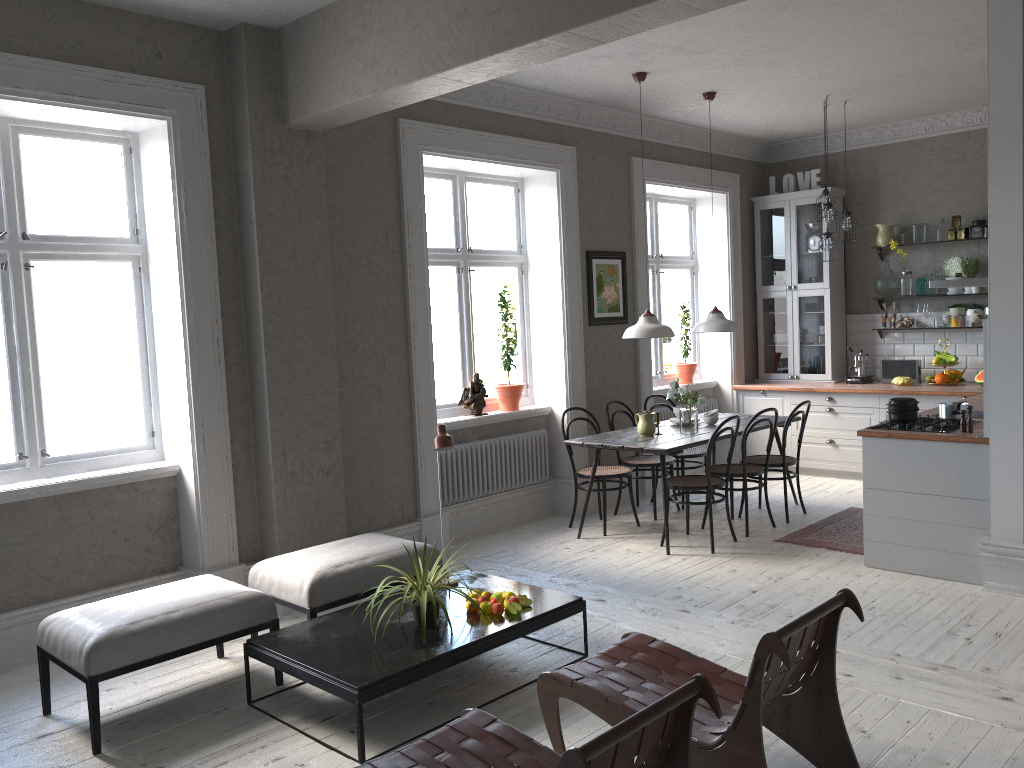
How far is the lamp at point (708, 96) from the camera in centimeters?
678cm

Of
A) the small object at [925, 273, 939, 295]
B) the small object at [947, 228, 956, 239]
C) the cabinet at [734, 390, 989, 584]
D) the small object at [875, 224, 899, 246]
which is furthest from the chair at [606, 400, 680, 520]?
the small object at [947, 228, 956, 239]

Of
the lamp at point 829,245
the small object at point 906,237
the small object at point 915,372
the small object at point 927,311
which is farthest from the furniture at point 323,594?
the small object at point 906,237

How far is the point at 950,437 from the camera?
5.0m

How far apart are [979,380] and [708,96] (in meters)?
3.36

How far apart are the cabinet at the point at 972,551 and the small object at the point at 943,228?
1.6m

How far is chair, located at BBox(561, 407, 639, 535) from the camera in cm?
652

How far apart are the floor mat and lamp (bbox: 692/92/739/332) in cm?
158

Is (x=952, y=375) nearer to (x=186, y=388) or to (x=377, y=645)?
(x=377, y=645)

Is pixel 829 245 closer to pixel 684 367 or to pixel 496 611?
pixel 684 367
